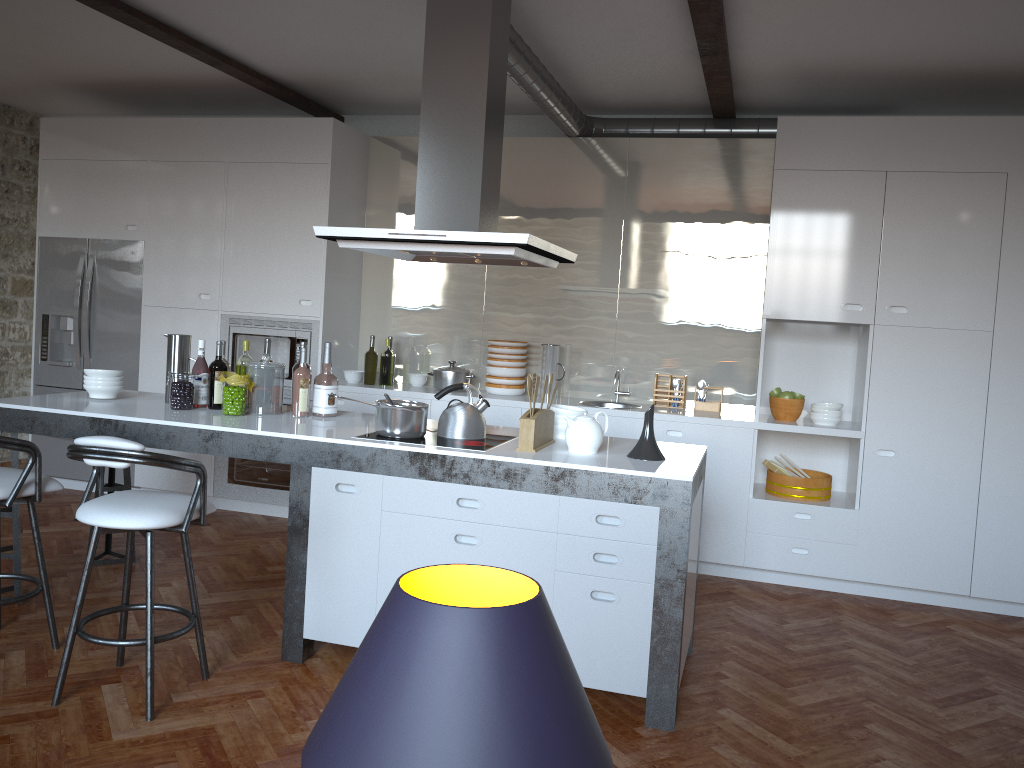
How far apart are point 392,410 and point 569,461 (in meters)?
0.79

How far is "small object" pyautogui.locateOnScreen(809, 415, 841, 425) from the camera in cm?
518

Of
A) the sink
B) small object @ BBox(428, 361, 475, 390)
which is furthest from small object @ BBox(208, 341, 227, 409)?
the sink

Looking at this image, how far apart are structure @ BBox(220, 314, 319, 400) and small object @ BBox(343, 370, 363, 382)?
0.24m

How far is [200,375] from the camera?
4.3 meters

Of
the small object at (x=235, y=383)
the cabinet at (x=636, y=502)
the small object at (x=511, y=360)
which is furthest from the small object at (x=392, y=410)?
the small object at (x=511, y=360)

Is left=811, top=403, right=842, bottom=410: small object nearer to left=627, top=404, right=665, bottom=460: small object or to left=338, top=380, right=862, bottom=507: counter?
left=338, top=380, right=862, bottom=507: counter

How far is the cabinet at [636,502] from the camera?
3.24m

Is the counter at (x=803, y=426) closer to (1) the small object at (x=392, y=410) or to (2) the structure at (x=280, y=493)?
(2) the structure at (x=280, y=493)

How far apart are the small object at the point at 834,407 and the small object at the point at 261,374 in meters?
3.1 m
